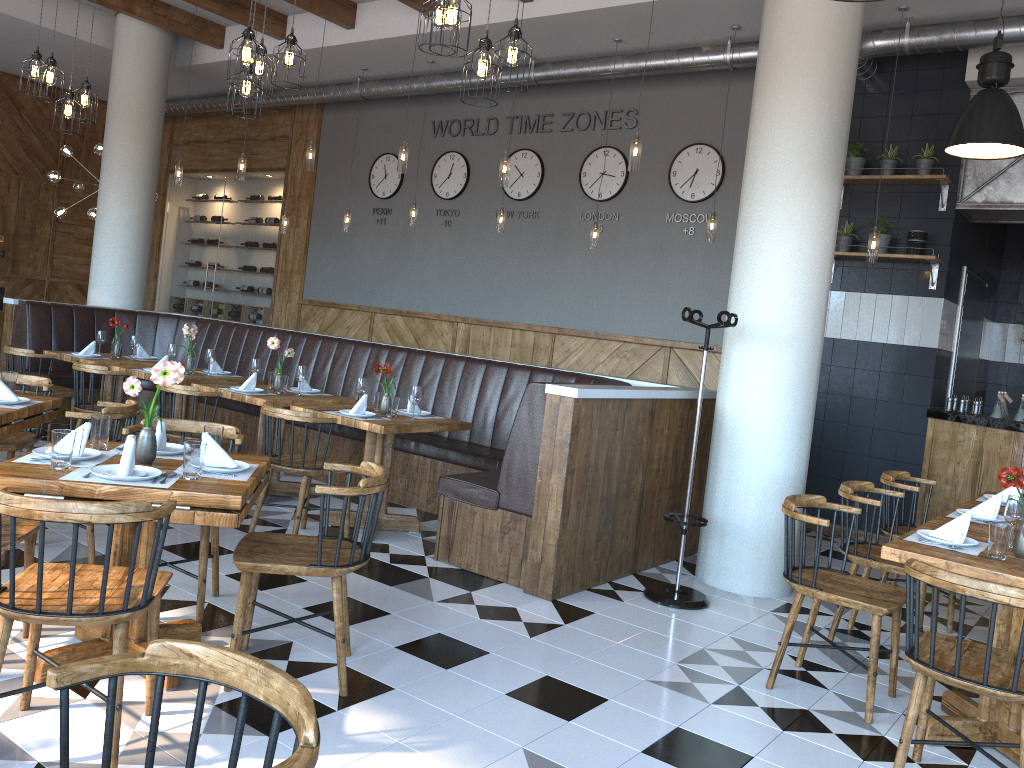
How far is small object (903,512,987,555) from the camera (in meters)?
3.56

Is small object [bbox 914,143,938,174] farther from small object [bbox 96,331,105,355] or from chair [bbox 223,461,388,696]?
small object [bbox 96,331,105,355]

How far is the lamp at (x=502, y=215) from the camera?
8.46m

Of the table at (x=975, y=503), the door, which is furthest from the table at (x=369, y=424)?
the door

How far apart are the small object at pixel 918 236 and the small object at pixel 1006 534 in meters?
4.1 m

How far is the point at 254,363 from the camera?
6.53m

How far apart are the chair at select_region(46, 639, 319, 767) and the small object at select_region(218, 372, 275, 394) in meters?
4.8

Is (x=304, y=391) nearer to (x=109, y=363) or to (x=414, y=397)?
(x=414, y=397)

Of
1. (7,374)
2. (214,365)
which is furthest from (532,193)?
(7,374)

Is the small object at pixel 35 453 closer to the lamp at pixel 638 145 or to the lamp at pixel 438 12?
the lamp at pixel 438 12
